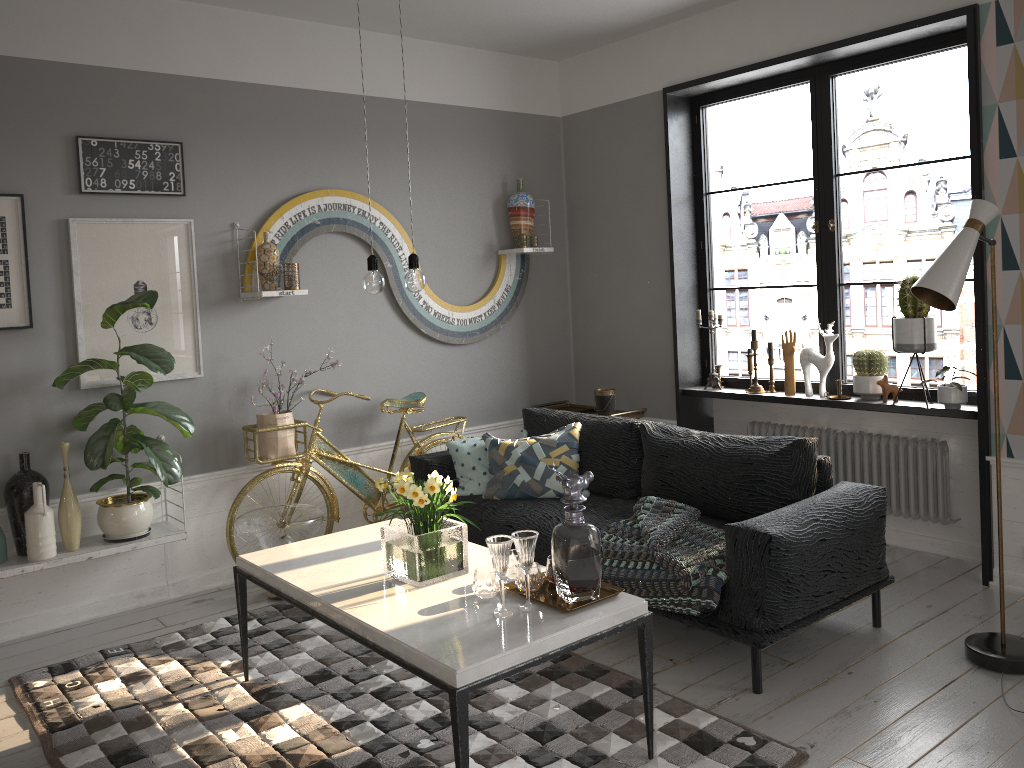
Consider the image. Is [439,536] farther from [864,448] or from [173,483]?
[864,448]

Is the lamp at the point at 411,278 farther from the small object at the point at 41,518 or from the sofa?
the small object at the point at 41,518

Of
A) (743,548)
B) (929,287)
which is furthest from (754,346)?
(743,548)

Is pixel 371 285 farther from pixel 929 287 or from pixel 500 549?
pixel 929 287

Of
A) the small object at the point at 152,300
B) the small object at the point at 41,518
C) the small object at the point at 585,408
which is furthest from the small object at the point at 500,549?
the small object at the point at 585,408

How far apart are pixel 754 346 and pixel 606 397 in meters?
0.9 m

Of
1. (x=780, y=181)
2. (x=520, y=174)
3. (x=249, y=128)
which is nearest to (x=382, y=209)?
(x=249, y=128)

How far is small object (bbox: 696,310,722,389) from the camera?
5.3 meters

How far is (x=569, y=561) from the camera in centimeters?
268cm

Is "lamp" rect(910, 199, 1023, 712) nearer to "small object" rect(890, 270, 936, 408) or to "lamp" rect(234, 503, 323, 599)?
"small object" rect(890, 270, 936, 408)
